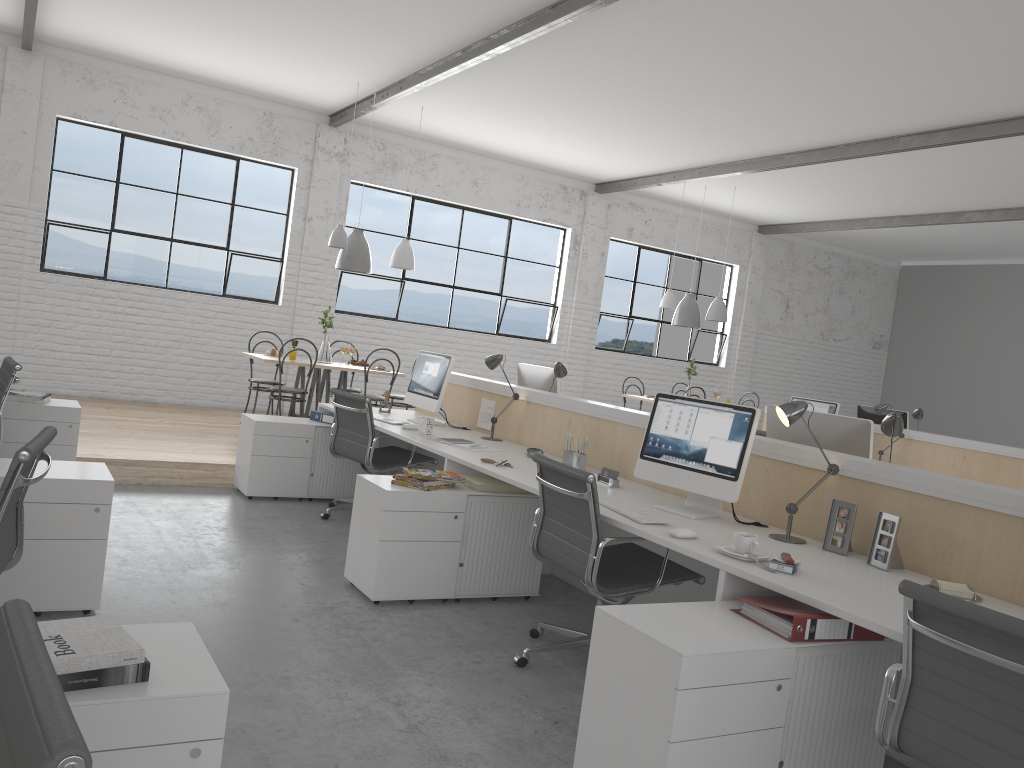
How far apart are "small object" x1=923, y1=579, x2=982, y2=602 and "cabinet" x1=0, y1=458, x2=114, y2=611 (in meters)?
2.24

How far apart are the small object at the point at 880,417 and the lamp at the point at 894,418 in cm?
349

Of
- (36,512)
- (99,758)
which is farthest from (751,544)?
(36,512)

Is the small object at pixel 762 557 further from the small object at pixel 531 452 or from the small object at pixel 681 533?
the small object at pixel 531 452

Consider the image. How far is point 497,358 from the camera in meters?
4.2 m

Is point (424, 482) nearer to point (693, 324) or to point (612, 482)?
point (612, 482)

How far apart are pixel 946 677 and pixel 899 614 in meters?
0.3 m

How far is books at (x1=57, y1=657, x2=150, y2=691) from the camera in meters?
1.2

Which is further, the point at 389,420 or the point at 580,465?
the point at 389,420

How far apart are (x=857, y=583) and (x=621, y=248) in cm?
734
